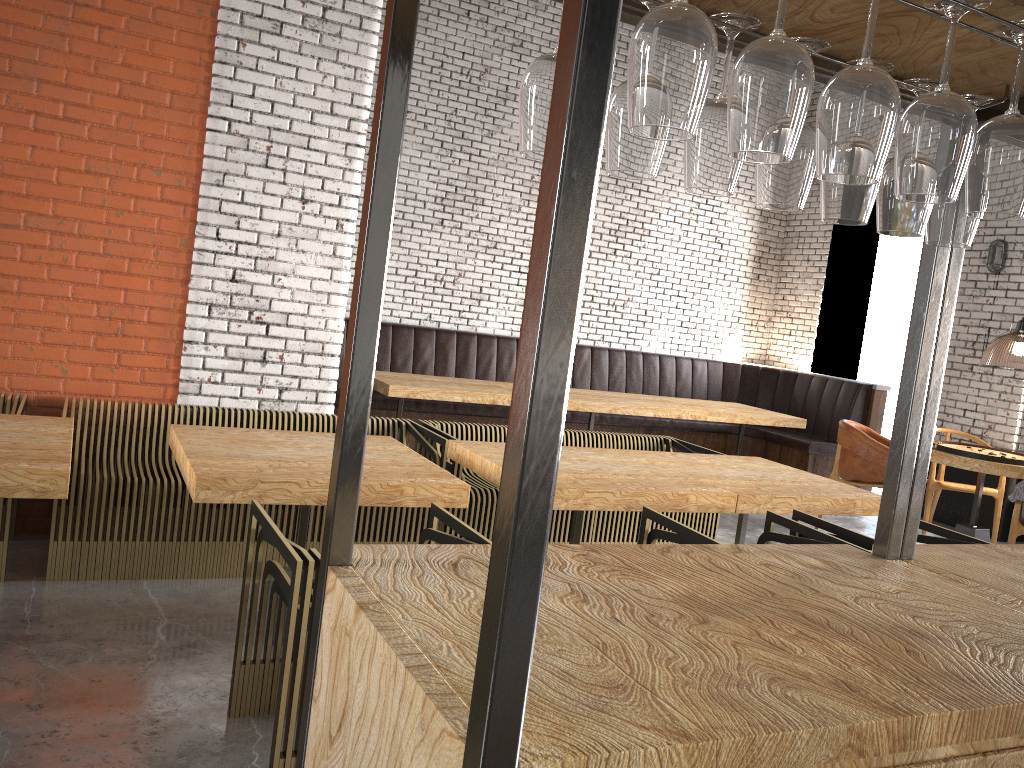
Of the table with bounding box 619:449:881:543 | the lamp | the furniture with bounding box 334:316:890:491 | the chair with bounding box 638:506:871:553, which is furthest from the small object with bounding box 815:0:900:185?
the furniture with bounding box 334:316:890:491

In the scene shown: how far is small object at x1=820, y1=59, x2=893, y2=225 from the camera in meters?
1.5

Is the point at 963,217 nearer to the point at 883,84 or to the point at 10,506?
the point at 883,84

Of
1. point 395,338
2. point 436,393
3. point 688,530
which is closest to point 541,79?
point 688,530

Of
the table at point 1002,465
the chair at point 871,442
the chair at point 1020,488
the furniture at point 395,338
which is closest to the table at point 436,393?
the furniture at point 395,338

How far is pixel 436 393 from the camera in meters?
6.7

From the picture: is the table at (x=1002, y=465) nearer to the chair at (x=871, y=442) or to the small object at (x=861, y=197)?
Result: the chair at (x=871, y=442)

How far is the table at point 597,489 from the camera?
3.65m

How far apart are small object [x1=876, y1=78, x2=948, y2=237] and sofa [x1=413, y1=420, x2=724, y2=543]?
3.26m

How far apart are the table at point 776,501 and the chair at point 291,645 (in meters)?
1.53
